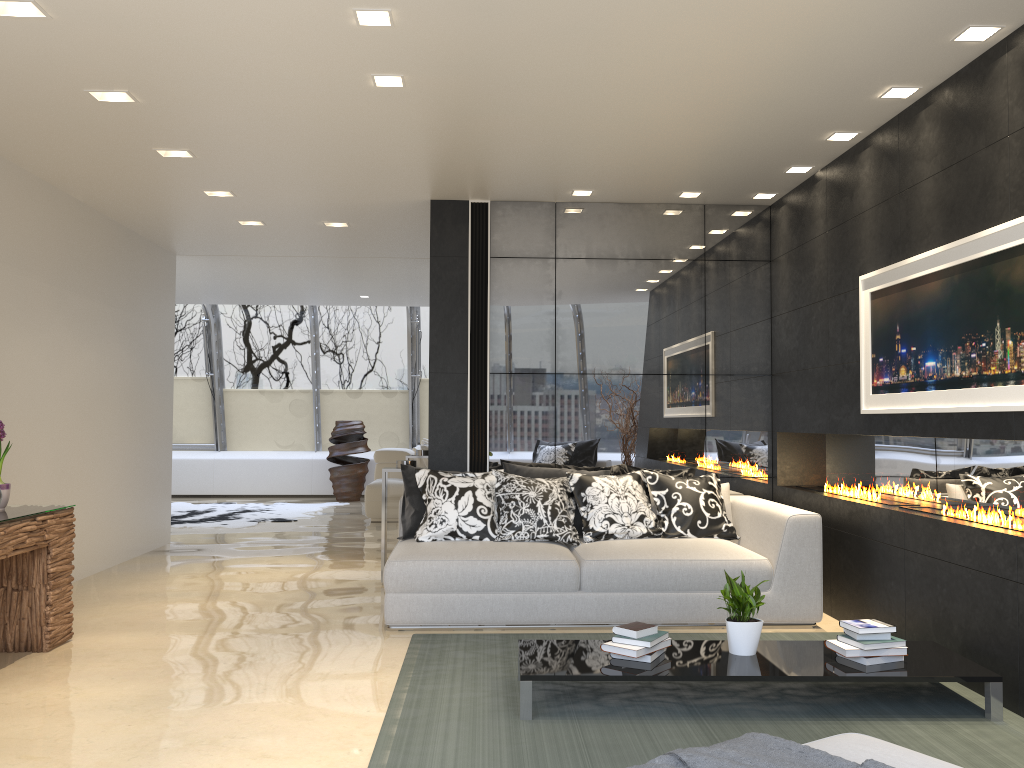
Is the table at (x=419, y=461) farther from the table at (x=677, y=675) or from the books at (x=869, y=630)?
the books at (x=869, y=630)

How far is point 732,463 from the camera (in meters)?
6.72

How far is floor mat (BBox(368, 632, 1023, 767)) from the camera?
3.28m

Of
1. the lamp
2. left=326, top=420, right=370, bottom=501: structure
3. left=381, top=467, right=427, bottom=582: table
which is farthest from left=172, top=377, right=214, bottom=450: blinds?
the lamp

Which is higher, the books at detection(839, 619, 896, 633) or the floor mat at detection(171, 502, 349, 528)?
the books at detection(839, 619, 896, 633)

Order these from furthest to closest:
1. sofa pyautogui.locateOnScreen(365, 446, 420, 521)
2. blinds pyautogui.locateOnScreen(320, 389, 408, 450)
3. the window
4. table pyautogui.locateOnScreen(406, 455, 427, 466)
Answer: blinds pyautogui.locateOnScreen(320, 389, 408, 450)
the window
sofa pyautogui.locateOnScreen(365, 446, 420, 521)
table pyautogui.locateOnScreen(406, 455, 427, 466)

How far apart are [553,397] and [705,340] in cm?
124

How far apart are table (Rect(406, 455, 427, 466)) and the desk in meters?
4.5

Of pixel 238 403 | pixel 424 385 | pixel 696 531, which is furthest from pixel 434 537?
pixel 238 403

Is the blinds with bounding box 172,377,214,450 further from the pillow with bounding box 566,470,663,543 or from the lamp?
the lamp
